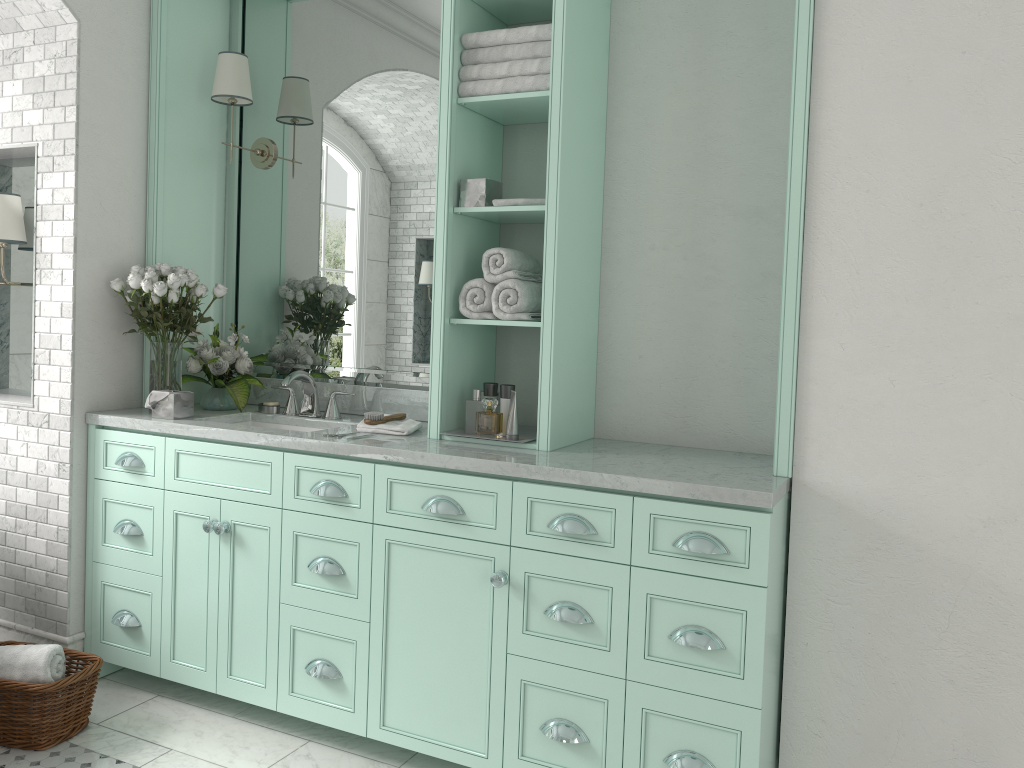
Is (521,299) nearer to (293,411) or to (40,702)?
(293,411)

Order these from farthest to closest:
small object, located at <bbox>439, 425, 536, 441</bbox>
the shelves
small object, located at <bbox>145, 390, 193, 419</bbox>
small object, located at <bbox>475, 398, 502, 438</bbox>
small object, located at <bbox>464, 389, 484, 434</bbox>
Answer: small object, located at <bbox>475, 398, 502, 438</bbox>, small object, located at <bbox>464, 389, 484, 434</bbox>, small object, located at <bbox>145, 390, 193, 419</bbox>, small object, located at <bbox>439, 425, 536, 441</bbox>, the shelves

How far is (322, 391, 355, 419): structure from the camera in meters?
3.8

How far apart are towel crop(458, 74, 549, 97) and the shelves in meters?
0.0

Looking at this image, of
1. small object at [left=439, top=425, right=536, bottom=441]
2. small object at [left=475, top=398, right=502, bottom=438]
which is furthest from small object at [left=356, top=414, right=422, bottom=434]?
small object at [left=475, top=398, right=502, bottom=438]

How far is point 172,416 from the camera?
3.6 meters

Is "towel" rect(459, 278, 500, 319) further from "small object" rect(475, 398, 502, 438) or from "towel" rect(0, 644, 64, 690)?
"small object" rect(475, 398, 502, 438)

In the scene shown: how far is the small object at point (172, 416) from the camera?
3.6m

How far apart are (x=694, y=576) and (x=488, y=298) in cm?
125

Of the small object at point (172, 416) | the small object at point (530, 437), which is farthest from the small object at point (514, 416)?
the small object at point (172, 416)
